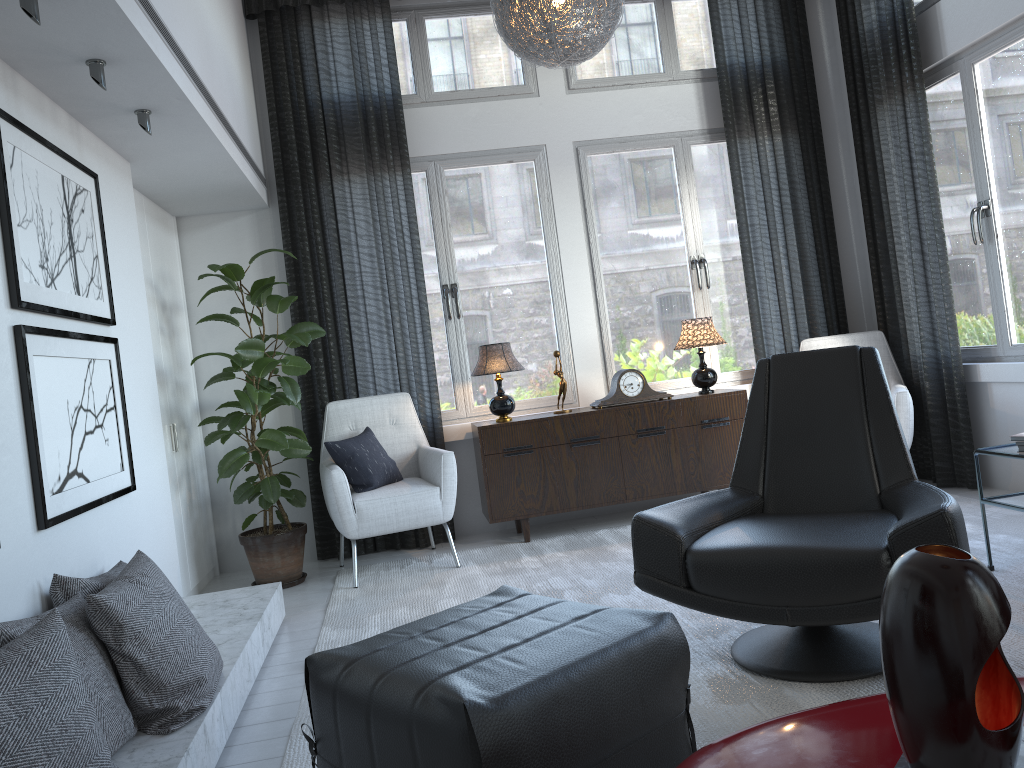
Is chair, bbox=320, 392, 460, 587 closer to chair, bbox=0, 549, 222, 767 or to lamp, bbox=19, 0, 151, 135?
chair, bbox=0, 549, 222, 767

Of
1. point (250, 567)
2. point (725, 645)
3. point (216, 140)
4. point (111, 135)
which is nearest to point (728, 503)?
point (725, 645)

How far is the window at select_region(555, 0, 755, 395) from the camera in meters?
5.0 m

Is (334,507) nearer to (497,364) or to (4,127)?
(497,364)

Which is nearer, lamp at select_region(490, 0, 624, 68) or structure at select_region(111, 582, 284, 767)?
structure at select_region(111, 582, 284, 767)

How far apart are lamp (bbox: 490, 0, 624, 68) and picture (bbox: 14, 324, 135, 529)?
1.80m

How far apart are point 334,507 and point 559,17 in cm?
224

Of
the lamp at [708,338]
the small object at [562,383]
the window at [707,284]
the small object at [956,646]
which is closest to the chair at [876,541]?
the small object at [956,646]

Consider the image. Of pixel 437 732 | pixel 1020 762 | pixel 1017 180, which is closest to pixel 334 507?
pixel 437 732

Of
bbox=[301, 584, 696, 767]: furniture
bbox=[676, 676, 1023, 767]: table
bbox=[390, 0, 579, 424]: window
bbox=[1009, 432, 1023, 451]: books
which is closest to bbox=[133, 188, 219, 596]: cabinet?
bbox=[390, 0, 579, 424]: window
